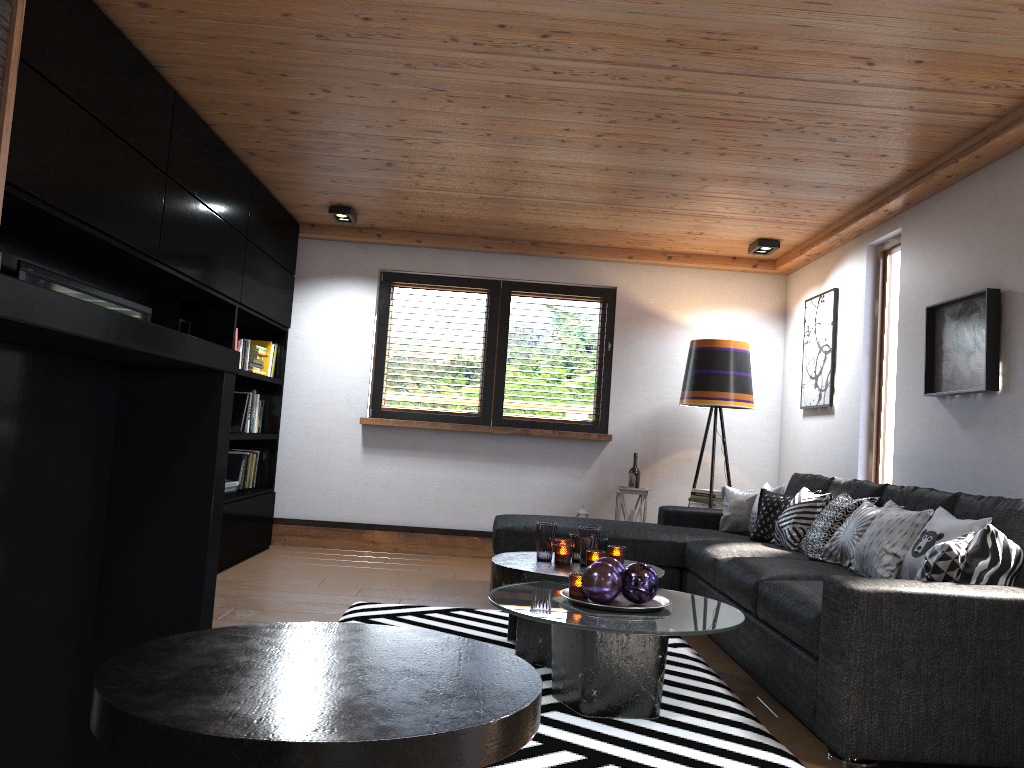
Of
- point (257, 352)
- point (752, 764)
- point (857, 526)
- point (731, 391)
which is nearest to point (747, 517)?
point (731, 391)

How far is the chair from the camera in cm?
59

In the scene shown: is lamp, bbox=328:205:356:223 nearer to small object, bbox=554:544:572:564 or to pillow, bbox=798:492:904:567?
small object, bbox=554:544:572:564

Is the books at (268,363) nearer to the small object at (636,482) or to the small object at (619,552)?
the small object at (636,482)

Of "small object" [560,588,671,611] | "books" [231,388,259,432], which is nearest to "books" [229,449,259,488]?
"books" [231,388,259,432]

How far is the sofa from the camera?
2.6m

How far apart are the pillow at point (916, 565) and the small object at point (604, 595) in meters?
1.1

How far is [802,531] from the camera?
4.5m

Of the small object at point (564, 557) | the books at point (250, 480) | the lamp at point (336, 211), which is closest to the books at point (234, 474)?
the books at point (250, 480)

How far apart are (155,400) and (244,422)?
4.90m
